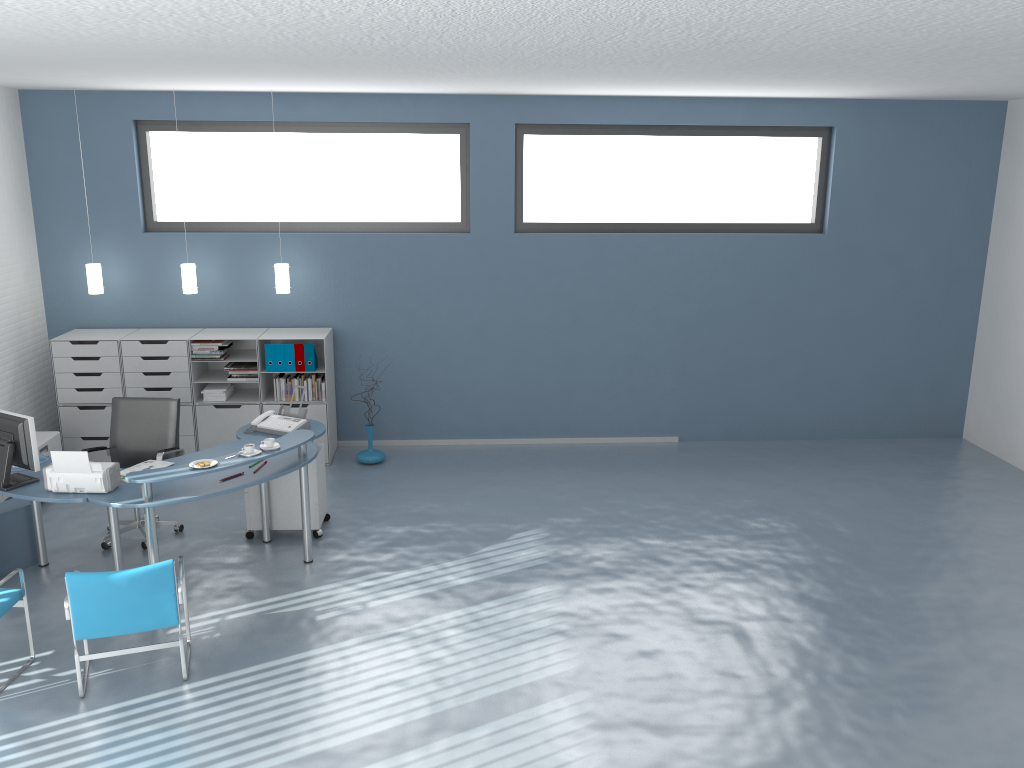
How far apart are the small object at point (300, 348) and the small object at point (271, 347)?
0.2m

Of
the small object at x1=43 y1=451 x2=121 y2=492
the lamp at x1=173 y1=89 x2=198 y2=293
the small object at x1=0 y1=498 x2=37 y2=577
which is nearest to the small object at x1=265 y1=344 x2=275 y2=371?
the lamp at x1=173 y1=89 x2=198 y2=293

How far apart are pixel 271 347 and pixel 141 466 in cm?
226

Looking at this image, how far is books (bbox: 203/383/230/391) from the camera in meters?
7.8

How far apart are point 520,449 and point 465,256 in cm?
187

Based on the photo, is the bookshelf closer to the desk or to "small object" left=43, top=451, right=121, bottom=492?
the desk

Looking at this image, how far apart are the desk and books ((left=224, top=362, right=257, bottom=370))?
1.5m

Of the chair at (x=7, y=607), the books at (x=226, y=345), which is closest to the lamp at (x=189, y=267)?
the books at (x=226, y=345)

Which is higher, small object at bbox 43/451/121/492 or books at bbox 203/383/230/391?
small object at bbox 43/451/121/492

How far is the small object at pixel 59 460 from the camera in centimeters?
501cm
